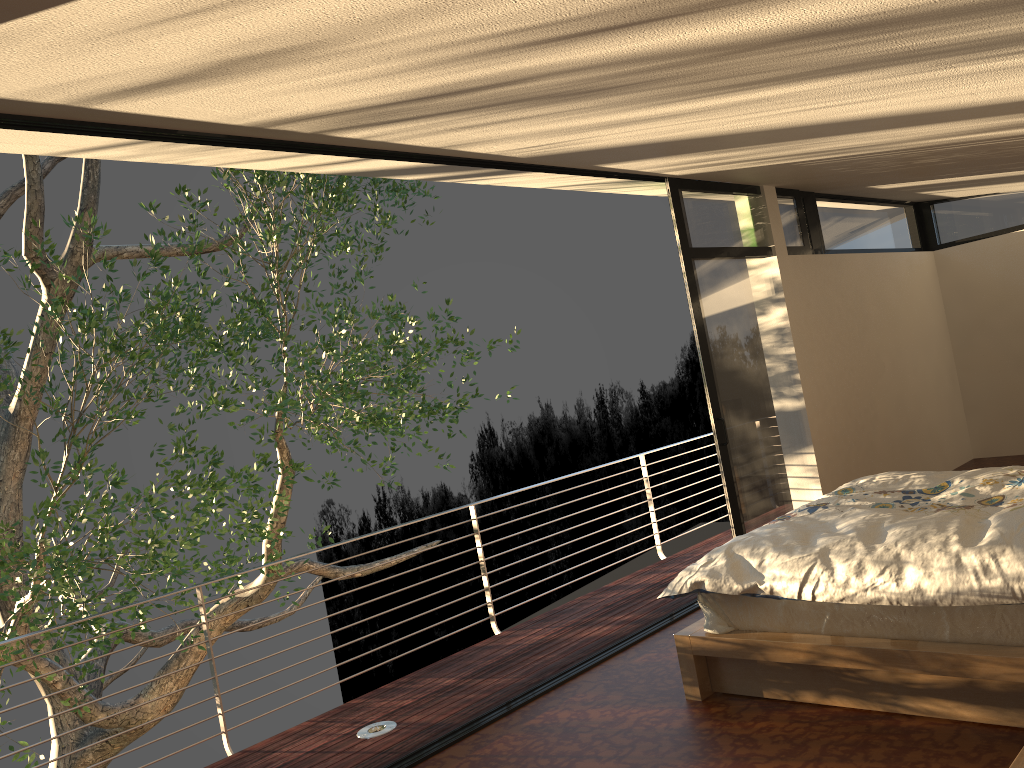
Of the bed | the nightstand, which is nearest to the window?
the bed

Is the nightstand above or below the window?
below

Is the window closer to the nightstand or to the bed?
the bed

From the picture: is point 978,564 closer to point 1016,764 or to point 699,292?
point 1016,764

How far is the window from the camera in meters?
5.3 m

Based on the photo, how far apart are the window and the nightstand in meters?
3.3 m

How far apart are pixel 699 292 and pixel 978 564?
2.8m

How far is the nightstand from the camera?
1.90m

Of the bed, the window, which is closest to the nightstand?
the bed

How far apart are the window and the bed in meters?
0.9
